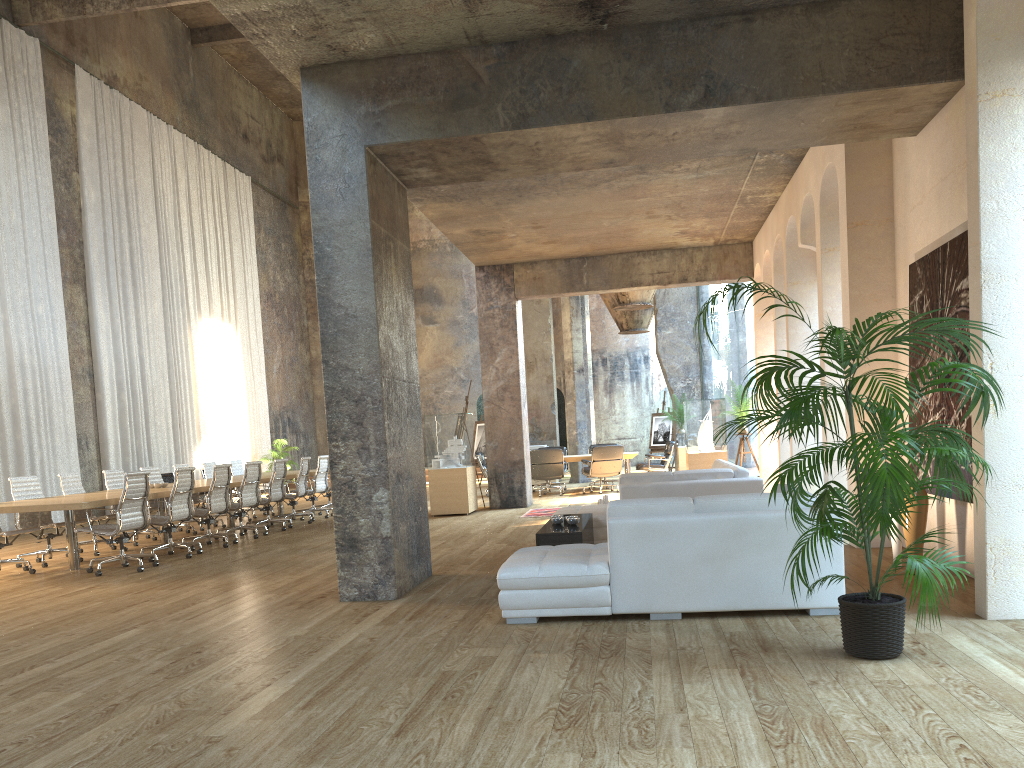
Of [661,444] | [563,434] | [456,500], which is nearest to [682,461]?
[661,444]

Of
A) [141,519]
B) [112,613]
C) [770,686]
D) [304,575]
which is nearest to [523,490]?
[141,519]

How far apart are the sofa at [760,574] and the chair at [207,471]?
9.8m

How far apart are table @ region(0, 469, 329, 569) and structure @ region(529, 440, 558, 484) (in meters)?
4.66

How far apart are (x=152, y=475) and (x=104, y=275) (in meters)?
6.70

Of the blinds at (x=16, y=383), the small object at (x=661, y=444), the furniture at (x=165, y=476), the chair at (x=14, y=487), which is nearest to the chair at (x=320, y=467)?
the chair at (x=14, y=487)

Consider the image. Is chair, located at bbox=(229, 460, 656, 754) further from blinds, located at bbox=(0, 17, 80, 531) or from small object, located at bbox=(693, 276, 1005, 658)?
small object, located at bbox=(693, 276, 1005, 658)

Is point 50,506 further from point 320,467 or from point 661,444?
point 661,444

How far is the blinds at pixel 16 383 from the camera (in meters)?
14.67

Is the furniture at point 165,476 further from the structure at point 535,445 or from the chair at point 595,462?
the chair at point 595,462
